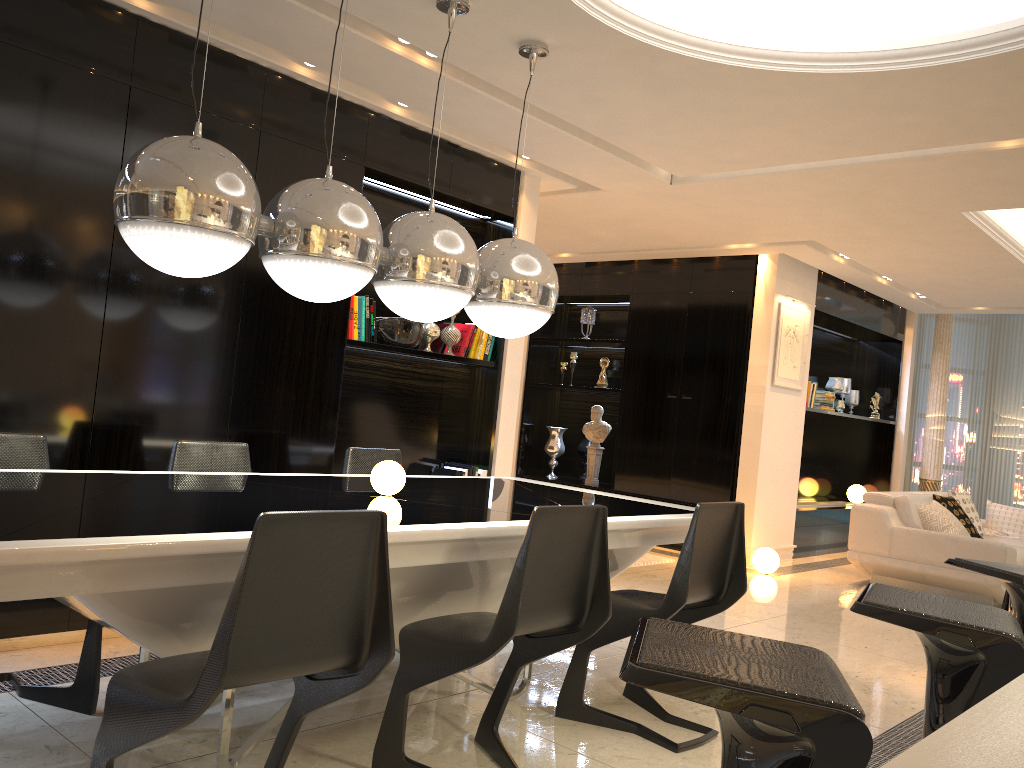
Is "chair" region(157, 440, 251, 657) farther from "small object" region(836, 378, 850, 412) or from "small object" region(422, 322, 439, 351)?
"small object" region(836, 378, 850, 412)

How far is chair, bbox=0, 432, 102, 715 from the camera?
2.86m

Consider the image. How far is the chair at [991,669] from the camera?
1.7m

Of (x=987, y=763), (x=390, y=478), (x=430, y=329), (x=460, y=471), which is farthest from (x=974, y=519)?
(x=987, y=763)

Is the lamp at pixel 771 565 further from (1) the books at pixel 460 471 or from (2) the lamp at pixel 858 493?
(2) the lamp at pixel 858 493

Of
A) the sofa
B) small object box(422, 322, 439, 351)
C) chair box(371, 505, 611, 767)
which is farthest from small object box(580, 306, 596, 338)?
chair box(371, 505, 611, 767)

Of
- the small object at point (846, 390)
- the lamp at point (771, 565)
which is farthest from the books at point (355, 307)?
the small object at point (846, 390)

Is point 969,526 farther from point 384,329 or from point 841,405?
point 384,329

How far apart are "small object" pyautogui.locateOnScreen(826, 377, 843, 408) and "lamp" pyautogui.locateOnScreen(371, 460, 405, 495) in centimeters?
717cm

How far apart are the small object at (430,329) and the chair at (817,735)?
3.9 meters
